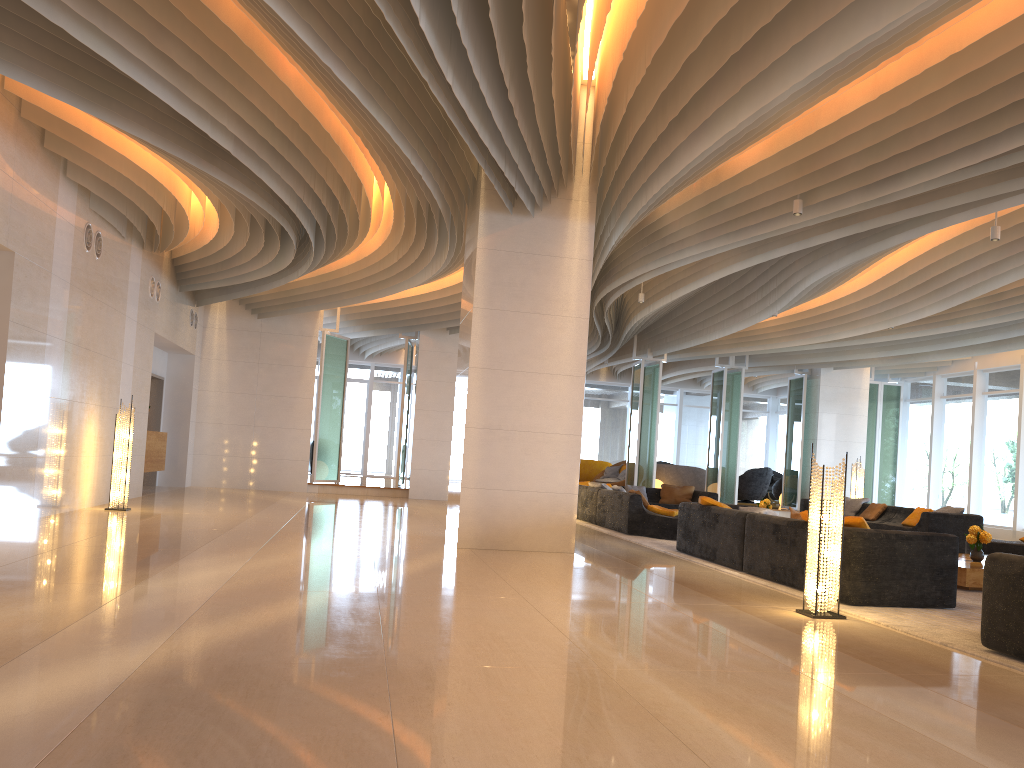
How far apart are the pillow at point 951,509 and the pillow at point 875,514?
1.6 meters

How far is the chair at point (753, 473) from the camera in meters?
23.6

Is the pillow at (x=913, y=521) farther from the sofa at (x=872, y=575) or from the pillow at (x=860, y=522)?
the pillow at (x=860, y=522)

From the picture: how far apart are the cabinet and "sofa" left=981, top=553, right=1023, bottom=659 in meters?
12.7 m

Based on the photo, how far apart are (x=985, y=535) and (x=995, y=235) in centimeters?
305cm

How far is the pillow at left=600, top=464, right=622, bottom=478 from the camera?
23.3m

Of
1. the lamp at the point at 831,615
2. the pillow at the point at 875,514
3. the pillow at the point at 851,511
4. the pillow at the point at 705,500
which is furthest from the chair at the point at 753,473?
the lamp at the point at 831,615

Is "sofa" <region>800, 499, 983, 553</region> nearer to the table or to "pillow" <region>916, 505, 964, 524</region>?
"pillow" <region>916, 505, 964, 524</region>

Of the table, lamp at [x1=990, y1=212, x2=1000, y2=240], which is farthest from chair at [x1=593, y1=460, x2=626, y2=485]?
lamp at [x1=990, y1=212, x2=1000, y2=240]

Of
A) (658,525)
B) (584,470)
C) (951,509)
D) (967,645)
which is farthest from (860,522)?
(584,470)
